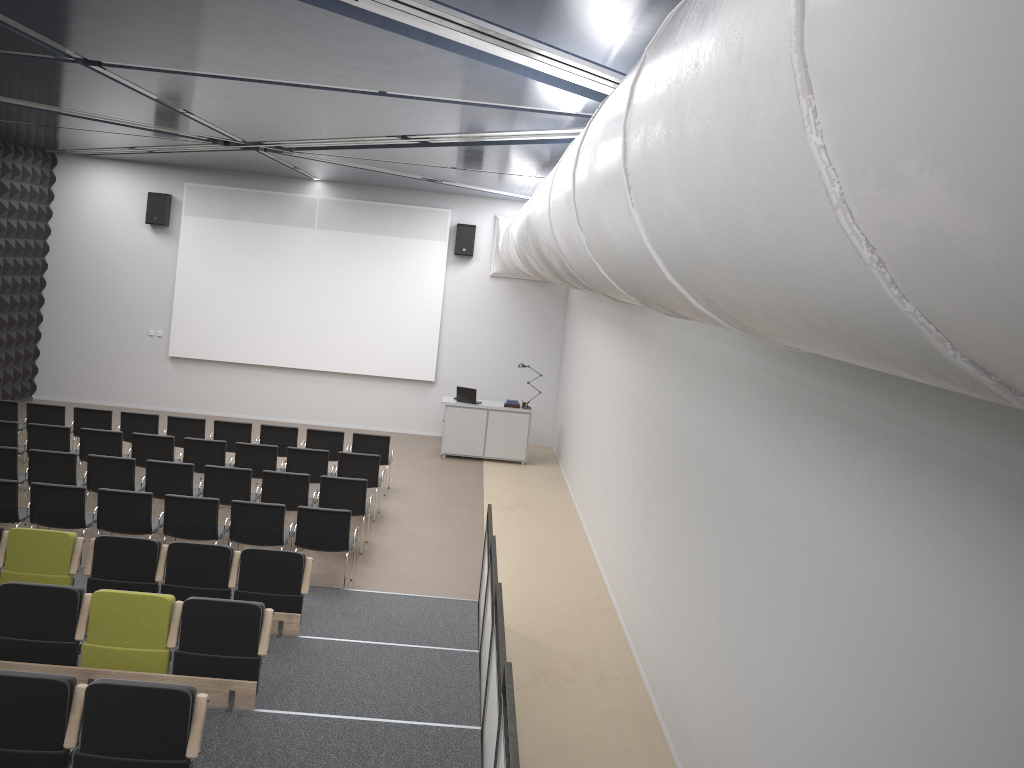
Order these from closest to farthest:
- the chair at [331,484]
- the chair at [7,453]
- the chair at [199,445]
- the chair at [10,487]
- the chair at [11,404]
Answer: the chair at [10,487], the chair at [7,453], the chair at [331,484], the chair at [199,445], the chair at [11,404]

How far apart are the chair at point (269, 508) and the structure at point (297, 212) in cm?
811

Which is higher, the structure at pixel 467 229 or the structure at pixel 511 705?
the structure at pixel 467 229

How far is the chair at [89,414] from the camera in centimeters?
1283cm

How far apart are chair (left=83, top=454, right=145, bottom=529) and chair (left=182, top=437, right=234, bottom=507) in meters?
1.0

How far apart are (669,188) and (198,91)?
7.22m

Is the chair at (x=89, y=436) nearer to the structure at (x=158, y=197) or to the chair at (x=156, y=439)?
the chair at (x=156, y=439)

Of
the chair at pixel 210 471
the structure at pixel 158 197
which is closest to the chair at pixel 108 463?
the chair at pixel 210 471

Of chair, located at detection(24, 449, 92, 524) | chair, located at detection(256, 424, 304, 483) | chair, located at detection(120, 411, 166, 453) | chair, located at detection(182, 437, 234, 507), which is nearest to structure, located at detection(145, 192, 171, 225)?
chair, located at detection(120, 411, 166, 453)

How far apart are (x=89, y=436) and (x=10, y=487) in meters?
2.6 m
